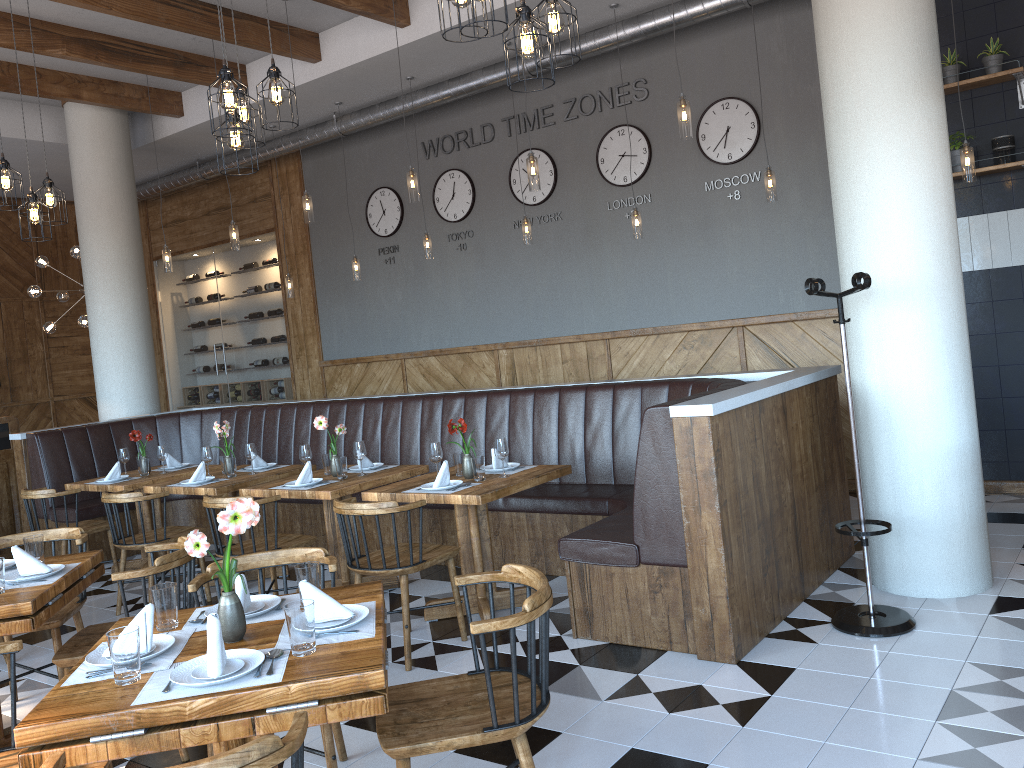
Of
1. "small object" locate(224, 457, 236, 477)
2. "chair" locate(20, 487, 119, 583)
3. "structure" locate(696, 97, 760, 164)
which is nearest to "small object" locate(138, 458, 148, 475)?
"chair" locate(20, 487, 119, 583)

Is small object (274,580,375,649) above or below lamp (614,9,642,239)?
below

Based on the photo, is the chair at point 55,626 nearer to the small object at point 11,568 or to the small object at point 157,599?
the small object at point 11,568

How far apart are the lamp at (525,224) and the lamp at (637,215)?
1.0m

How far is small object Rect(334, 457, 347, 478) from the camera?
5.5 meters

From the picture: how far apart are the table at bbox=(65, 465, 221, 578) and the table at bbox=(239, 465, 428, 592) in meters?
1.4 m

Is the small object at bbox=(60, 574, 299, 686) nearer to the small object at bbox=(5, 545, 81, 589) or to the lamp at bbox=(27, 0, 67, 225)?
the small object at bbox=(5, 545, 81, 589)

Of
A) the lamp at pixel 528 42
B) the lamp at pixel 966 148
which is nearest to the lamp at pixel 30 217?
the lamp at pixel 528 42

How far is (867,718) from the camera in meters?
3.3

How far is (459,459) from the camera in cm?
511
